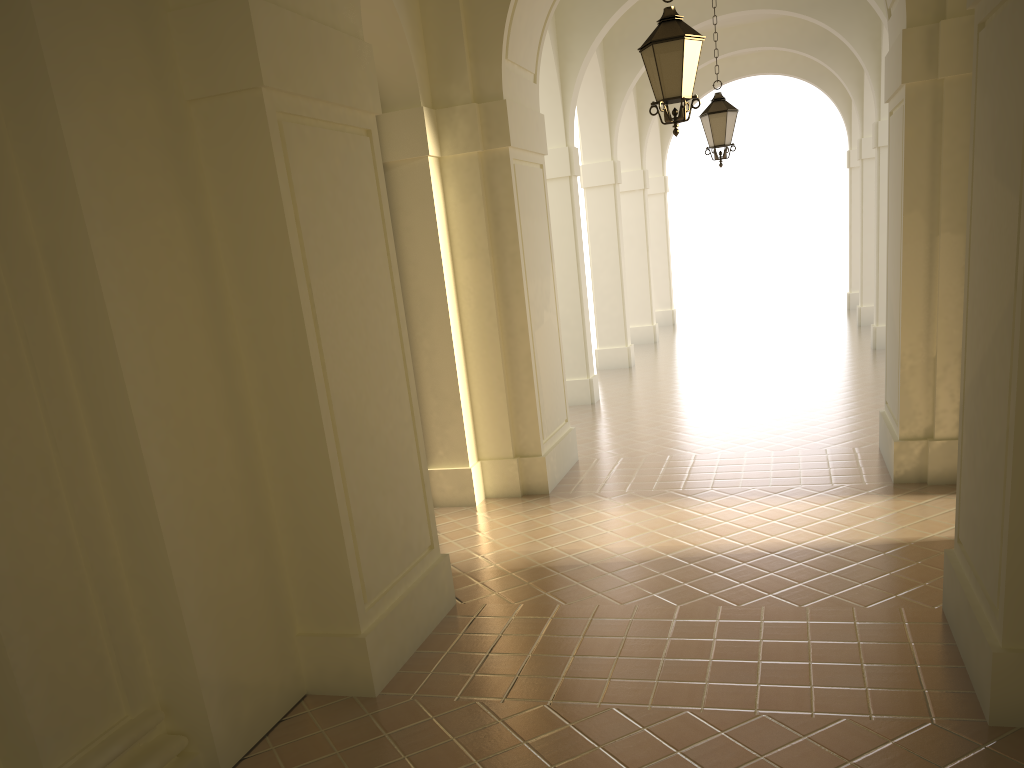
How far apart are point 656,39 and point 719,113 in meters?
5.1

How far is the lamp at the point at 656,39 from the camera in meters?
6.8

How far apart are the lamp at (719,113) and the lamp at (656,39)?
4.7m

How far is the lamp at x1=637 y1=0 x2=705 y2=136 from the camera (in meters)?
6.82

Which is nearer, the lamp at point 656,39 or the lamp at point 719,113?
the lamp at point 656,39

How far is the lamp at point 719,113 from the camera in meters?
11.6 m

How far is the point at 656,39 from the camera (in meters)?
6.82

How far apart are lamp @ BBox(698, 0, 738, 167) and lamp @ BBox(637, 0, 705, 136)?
4.7 meters

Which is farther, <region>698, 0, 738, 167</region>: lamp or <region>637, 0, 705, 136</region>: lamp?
<region>698, 0, 738, 167</region>: lamp
